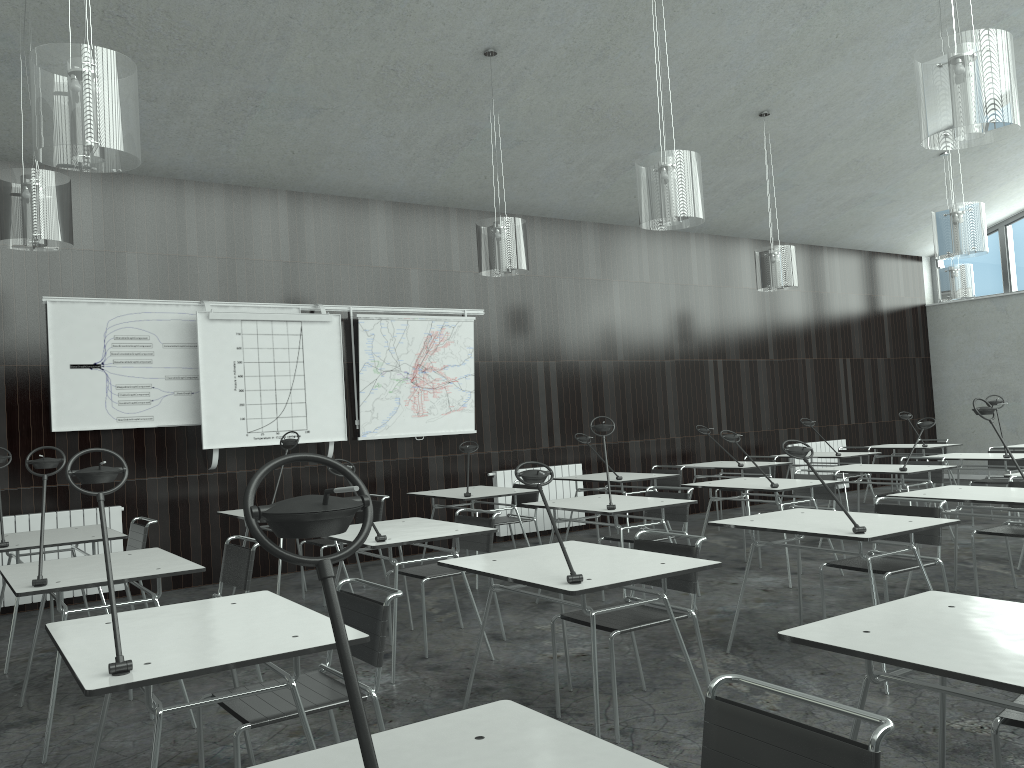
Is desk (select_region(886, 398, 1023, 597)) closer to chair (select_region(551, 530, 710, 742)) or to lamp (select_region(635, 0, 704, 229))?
lamp (select_region(635, 0, 704, 229))

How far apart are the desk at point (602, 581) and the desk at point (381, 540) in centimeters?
68cm

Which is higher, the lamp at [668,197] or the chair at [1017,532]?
the lamp at [668,197]

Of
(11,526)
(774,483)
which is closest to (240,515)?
(11,526)

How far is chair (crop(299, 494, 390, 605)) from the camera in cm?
612

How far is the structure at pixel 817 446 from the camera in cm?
1121

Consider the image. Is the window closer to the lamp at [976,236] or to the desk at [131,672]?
the lamp at [976,236]

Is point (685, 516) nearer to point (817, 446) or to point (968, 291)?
point (968, 291)

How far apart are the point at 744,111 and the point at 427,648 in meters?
5.7 m

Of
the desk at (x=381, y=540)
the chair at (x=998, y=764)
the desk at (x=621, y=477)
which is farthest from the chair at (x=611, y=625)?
the desk at (x=621, y=477)
